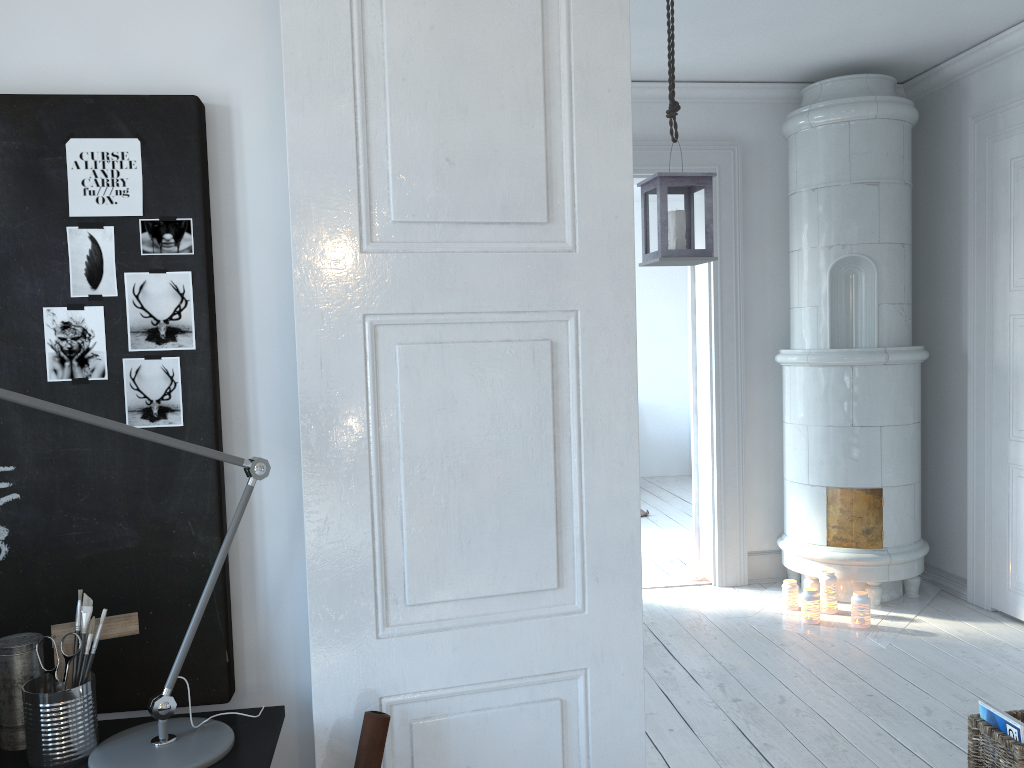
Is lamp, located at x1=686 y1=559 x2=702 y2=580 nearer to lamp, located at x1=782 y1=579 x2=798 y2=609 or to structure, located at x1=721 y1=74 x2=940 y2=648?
structure, located at x1=721 y1=74 x2=940 y2=648

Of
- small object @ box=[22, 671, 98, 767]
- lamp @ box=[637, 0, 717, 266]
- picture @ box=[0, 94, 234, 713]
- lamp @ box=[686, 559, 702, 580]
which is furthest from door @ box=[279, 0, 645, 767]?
lamp @ box=[686, 559, 702, 580]

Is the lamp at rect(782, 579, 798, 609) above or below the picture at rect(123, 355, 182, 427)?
below

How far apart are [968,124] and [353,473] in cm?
416

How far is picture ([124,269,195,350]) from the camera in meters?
1.7 m

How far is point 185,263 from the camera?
1.7 meters

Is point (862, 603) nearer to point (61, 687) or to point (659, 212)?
point (659, 212)

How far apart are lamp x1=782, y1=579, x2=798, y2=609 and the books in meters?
1.9

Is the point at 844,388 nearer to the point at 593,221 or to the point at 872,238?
the point at 872,238

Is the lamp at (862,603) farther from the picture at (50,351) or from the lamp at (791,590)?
the picture at (50,351)
